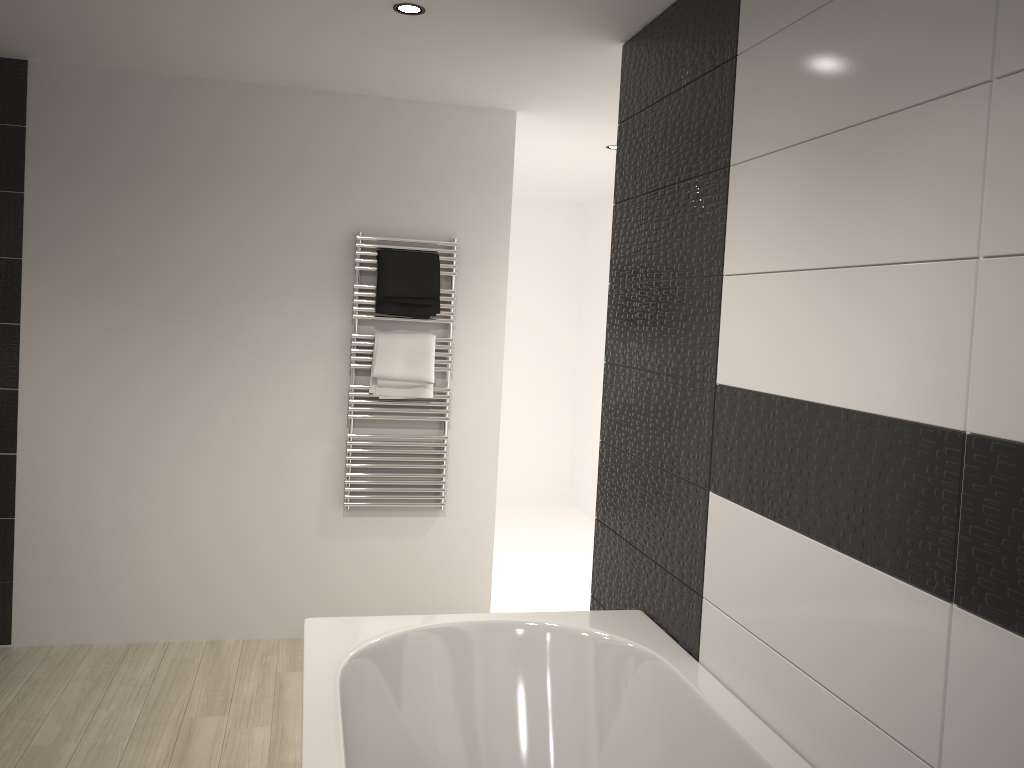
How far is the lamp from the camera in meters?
2.8 m

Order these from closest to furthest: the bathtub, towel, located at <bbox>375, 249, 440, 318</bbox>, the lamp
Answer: the bathtub < the lamp < towel, located at <bbox>375, 249, 440, 318</bbox>

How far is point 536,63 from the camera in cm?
338

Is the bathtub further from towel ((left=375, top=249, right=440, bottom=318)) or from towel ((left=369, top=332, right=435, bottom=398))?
towel ((left=375, top=249, right=440, bottom=318))

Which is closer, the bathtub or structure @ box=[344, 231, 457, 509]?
the bathtub

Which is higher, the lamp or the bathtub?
the lamp

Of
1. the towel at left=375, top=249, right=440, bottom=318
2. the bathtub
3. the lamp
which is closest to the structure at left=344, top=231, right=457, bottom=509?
the towel at left=375, top=249, right=440, bottom=318

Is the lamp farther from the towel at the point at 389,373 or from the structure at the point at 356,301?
the towel at the point at 389,373

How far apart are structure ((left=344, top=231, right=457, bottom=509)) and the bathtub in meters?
1.6 m

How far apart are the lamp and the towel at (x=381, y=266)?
1.3 meters
